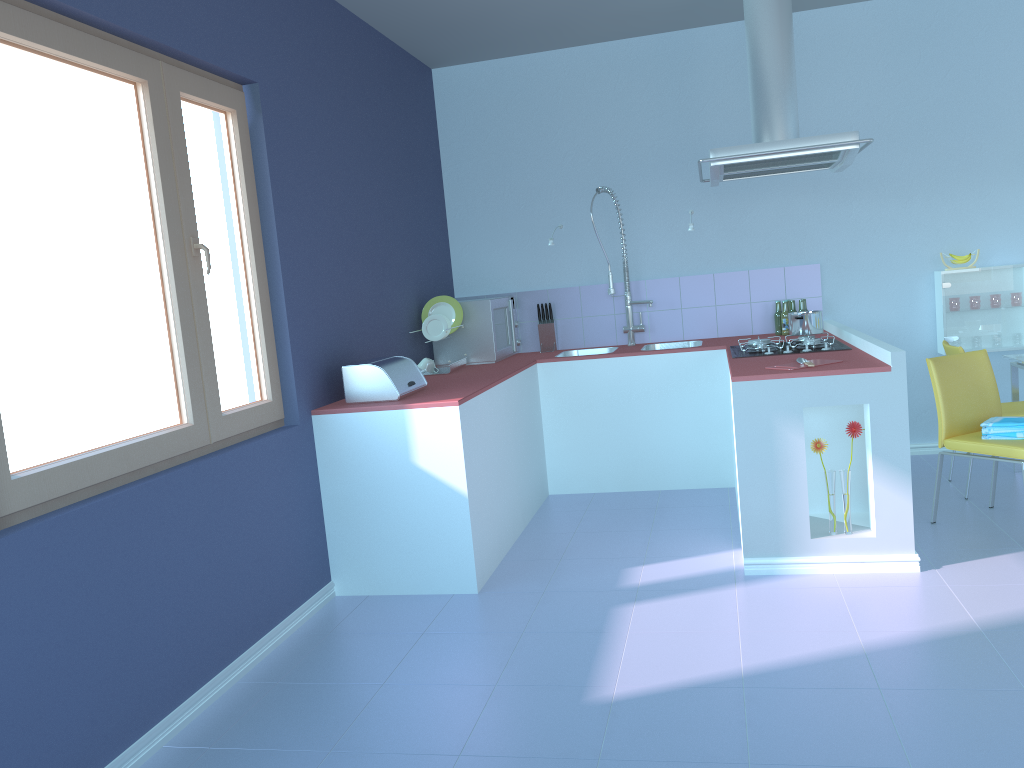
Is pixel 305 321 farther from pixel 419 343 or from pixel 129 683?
pixel 129 683

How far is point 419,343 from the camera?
4.8m

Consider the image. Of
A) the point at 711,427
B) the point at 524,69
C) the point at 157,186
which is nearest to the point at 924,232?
the point at 711,427

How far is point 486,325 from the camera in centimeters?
483cm

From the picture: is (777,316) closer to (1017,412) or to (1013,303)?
(1013,303)

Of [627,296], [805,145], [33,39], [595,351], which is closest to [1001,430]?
[805,145]

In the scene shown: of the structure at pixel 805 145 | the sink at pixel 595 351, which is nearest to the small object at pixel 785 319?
the structure at pixel 805 145

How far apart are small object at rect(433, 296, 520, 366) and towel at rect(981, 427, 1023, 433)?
2.39m

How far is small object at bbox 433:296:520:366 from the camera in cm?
483

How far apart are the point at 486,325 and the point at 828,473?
2.14m
